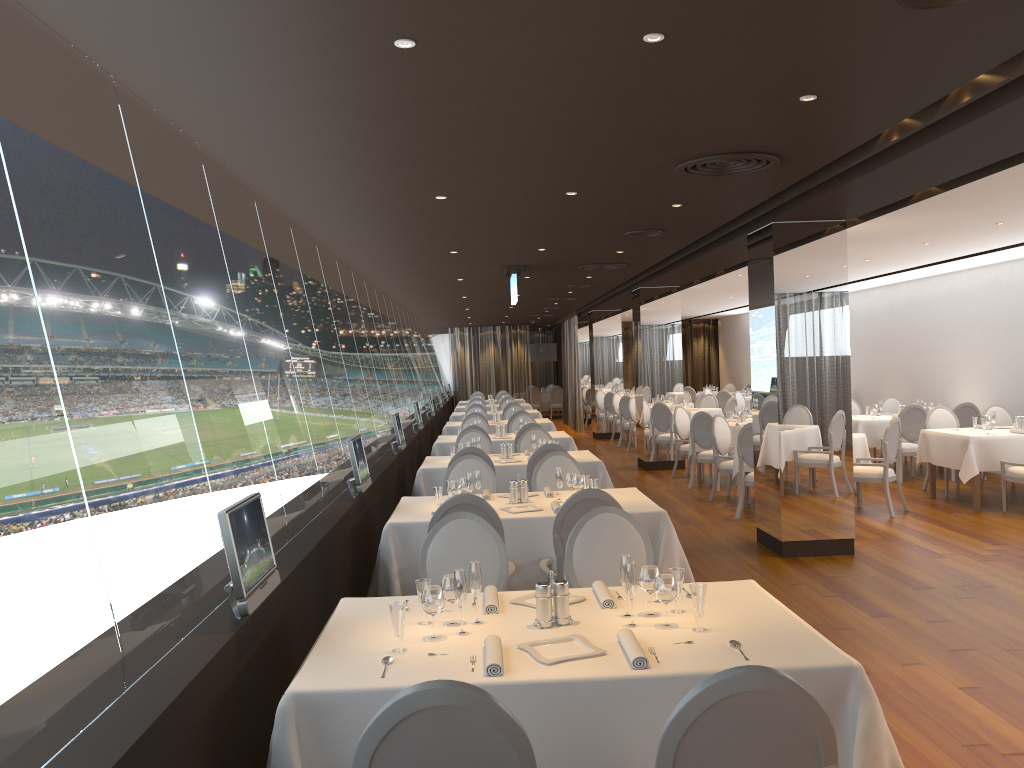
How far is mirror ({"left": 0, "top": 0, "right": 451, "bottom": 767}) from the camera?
2.22m

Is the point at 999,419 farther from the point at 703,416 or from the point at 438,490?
the point at 438,490

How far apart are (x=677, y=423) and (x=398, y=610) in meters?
11.0 m

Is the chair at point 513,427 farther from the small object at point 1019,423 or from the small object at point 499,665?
the small object at point 499,665

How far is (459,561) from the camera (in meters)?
4.42

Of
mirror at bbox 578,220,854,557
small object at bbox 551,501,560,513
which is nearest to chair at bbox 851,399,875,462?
mirror at bbox 578,220,854,557

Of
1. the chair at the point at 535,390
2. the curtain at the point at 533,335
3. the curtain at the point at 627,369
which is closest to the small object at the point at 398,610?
the curtain at the point at 627,369

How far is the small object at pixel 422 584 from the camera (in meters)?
3.37

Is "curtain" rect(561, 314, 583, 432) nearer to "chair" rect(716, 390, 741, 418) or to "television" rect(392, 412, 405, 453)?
"chair" rect(716, 390, 741, 418)

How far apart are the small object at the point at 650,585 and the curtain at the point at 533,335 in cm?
2842
